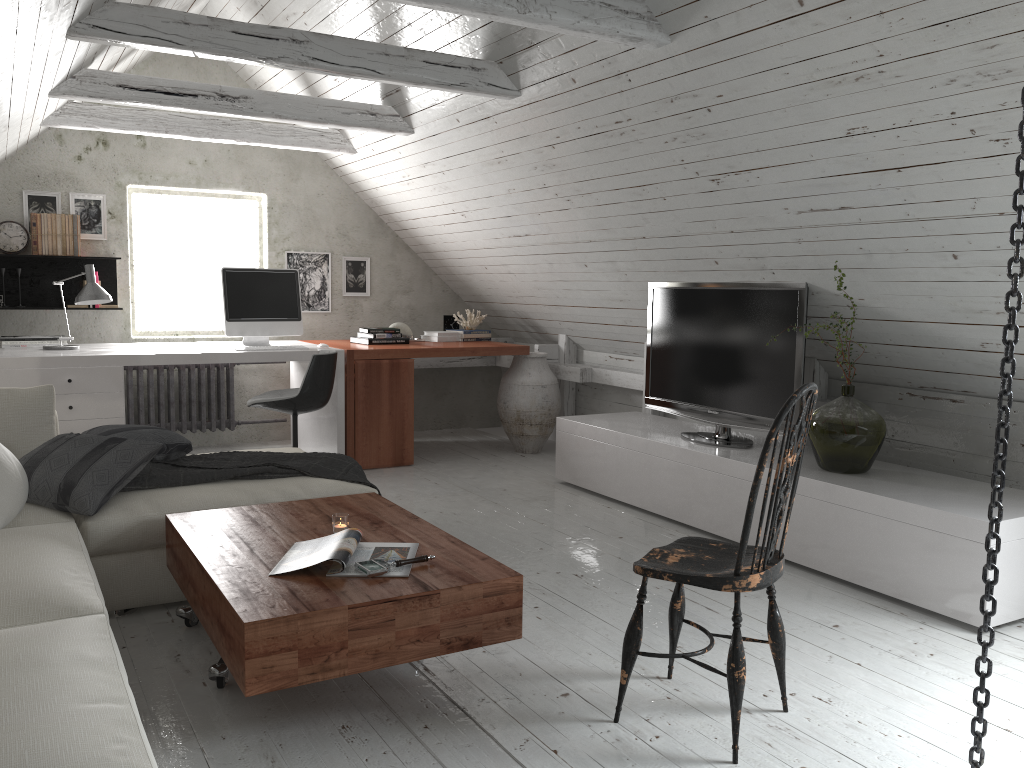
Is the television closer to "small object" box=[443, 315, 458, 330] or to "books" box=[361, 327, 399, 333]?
"books" box=[361, 327, 399, 333]

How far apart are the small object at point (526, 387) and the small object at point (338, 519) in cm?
324

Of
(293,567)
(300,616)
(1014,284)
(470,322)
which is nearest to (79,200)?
(470,322)

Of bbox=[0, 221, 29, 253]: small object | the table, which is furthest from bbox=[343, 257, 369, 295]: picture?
the table

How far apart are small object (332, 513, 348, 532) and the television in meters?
2.2 m

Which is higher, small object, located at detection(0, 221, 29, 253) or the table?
small object, located at detection(0, 221, 29, 253)

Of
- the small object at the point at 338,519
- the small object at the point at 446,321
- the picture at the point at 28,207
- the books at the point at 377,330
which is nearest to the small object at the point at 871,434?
the small object at the point at 338,519

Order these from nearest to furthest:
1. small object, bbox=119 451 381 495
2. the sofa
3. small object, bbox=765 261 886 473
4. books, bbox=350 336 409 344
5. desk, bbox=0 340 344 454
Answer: the sofa < small object, bbox=119 451 381 495 < small object, bbox=765 261 886 473 < desk, bbox=0 340 344 454 < books, bbox=350 336 409 344

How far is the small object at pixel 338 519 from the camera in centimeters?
275cm

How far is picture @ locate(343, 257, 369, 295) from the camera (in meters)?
6.61
